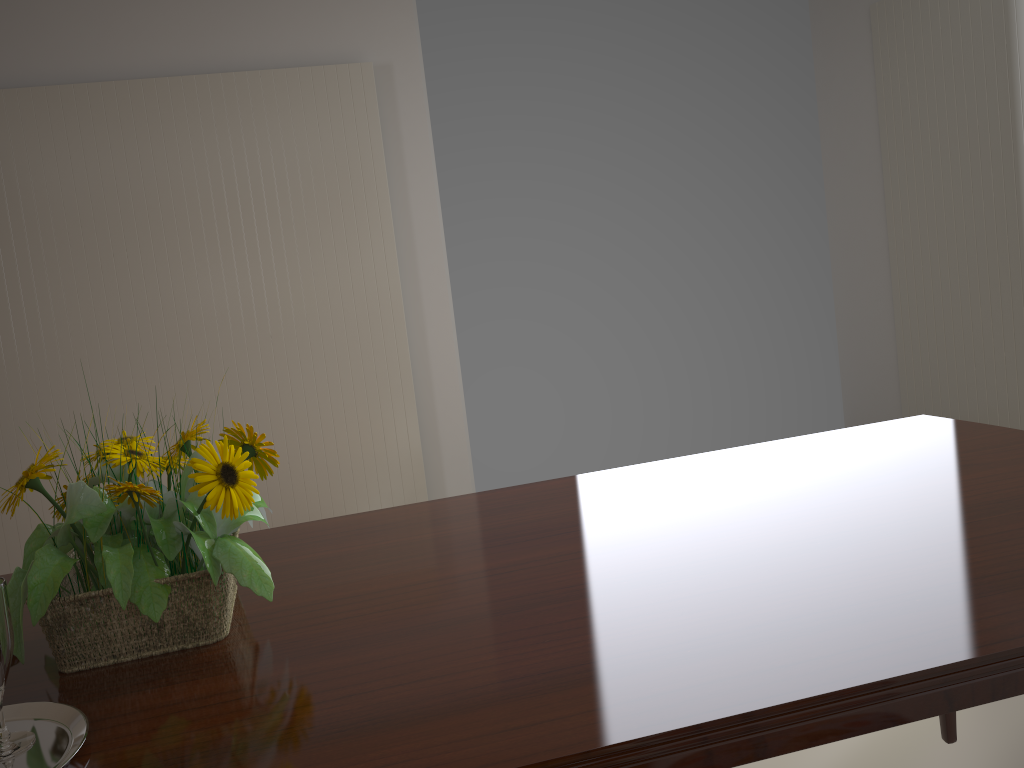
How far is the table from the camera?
0.7 meters

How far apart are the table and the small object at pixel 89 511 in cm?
1

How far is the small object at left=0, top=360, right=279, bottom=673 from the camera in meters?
0.9 m

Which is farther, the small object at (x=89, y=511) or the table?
the small object at (x=89, y=511)

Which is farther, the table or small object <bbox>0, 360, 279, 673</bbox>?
small object <bbox>0, 360, 279, 673</bbox>

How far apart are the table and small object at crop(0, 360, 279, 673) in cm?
1

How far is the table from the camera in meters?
0.7

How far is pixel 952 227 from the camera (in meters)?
3.38

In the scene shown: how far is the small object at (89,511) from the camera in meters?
0.9 m
